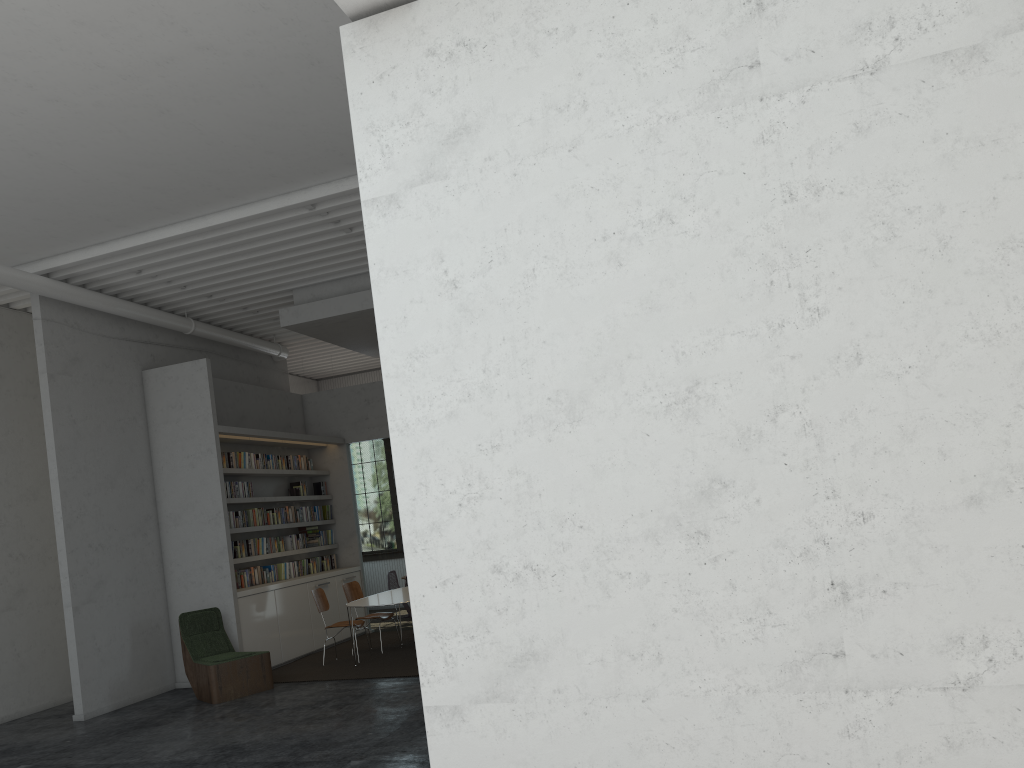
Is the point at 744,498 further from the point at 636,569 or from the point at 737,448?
the point at 636,569
